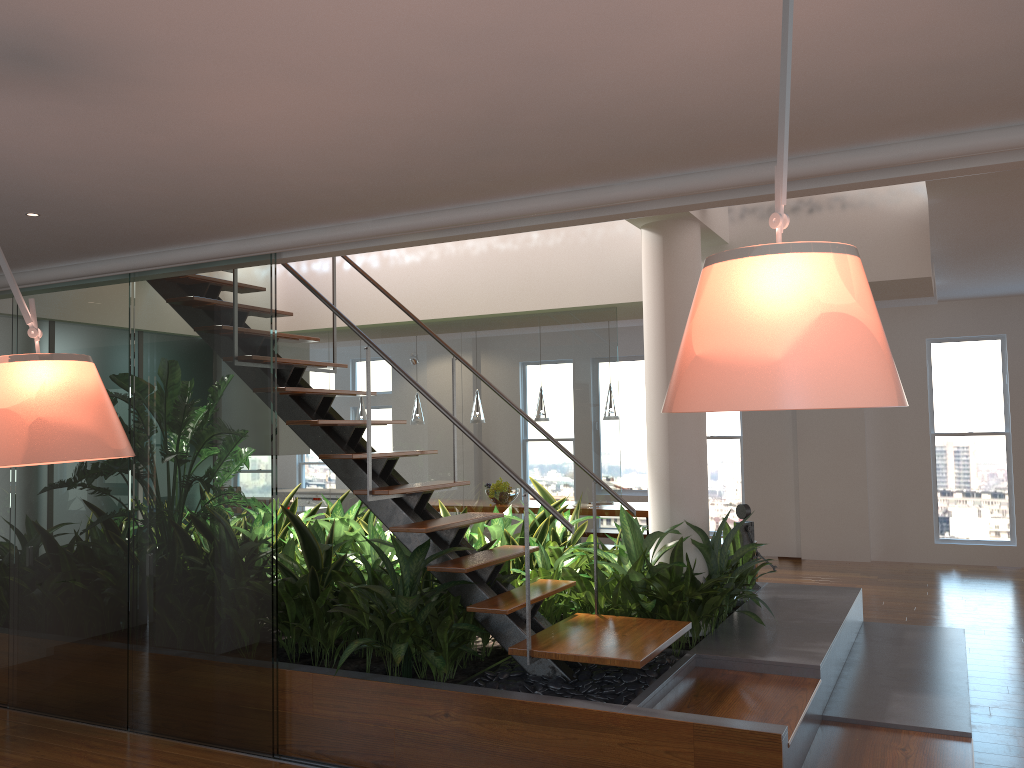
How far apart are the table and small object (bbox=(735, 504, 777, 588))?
2.2m

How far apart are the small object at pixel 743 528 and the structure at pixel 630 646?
1.8 meters

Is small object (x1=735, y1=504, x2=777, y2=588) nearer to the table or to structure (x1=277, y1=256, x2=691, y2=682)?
structure (x1=277, y1=256, x2=691, y2=682)

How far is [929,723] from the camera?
3.8 meters

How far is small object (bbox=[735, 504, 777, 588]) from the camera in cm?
587

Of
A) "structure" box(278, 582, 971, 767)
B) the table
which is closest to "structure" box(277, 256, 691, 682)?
"structure" box(278, 582, 971, 767)

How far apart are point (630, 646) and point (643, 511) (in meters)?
4.42

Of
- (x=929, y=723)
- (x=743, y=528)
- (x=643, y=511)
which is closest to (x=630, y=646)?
(x=929, y=723)

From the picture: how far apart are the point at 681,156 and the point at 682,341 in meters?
1.8 m

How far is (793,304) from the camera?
1.22m
